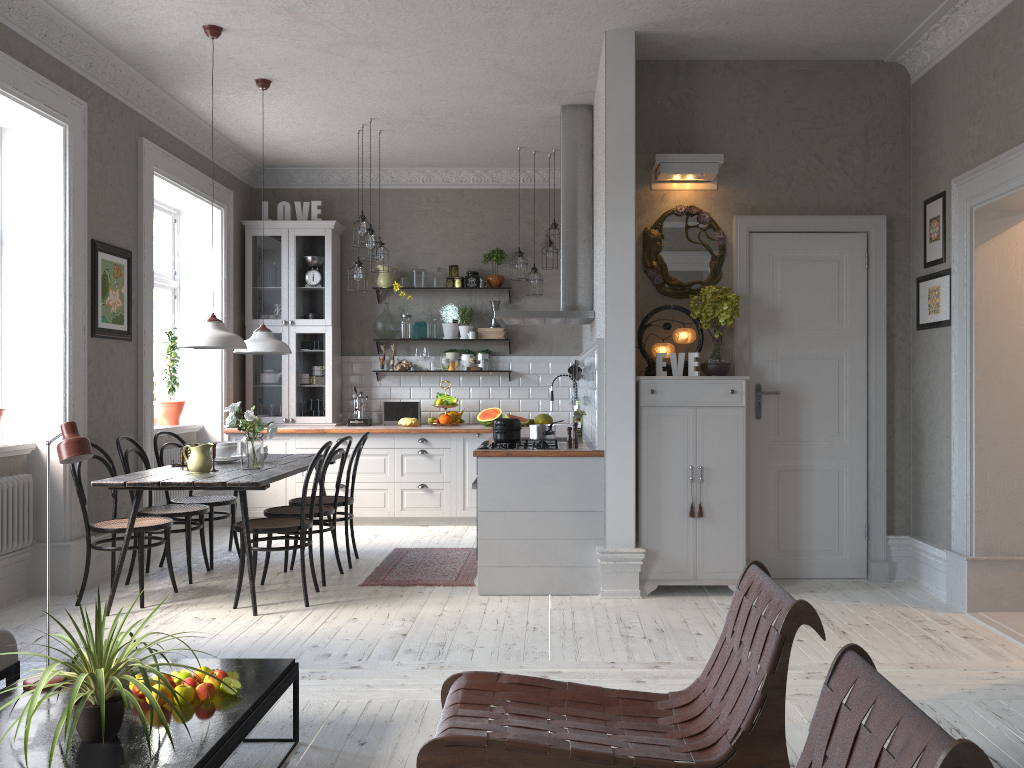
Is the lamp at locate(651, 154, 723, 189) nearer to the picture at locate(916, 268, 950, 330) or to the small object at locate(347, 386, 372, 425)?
the picture at locate(916, 268, 950, 330)

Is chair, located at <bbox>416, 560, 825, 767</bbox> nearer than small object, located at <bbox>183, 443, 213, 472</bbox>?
Yes

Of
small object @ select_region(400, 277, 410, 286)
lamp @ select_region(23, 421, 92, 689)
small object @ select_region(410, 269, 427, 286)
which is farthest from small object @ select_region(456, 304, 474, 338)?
lamp @ select_region(23, 421, 92, 689)

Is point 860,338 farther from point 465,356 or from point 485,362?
point 465,356

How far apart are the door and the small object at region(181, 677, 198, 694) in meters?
3.7 m

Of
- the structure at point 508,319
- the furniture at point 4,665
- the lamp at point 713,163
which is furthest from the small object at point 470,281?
the furniture at point 4,665

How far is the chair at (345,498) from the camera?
6.0m

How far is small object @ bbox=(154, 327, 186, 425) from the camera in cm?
734

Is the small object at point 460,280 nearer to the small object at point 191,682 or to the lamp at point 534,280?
the lamp at point 534,280

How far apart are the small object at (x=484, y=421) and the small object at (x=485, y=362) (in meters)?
0.48
